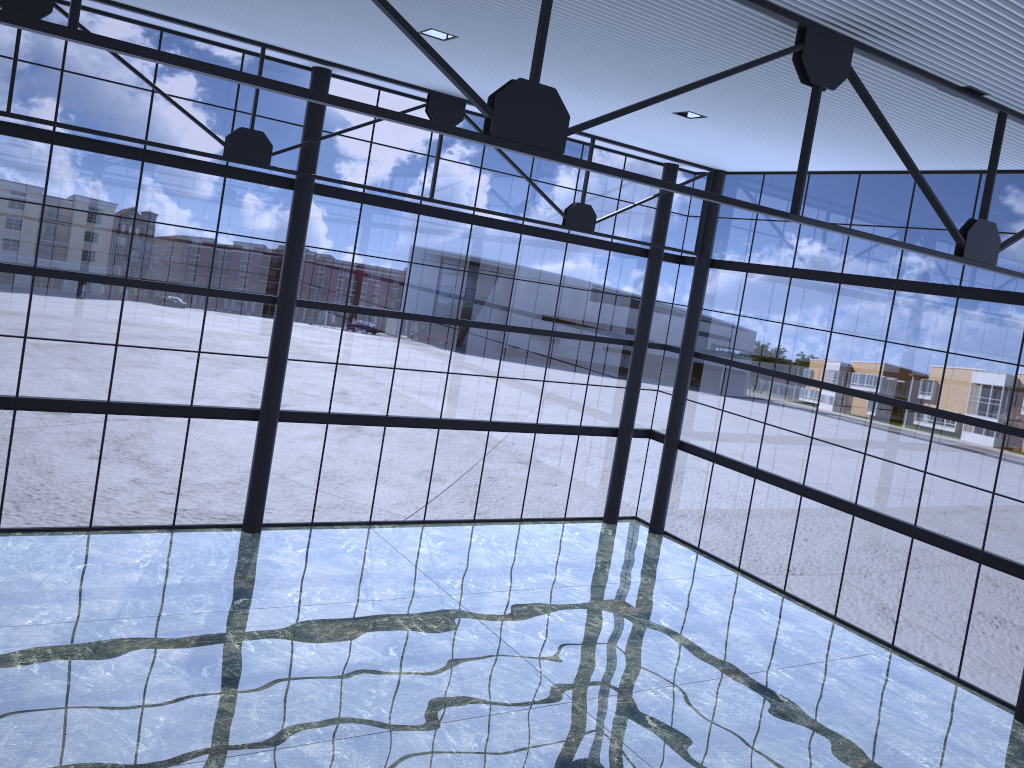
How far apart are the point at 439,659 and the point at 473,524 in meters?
9.3 m

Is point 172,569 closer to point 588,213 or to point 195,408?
point 195,408

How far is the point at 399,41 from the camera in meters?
17.6
